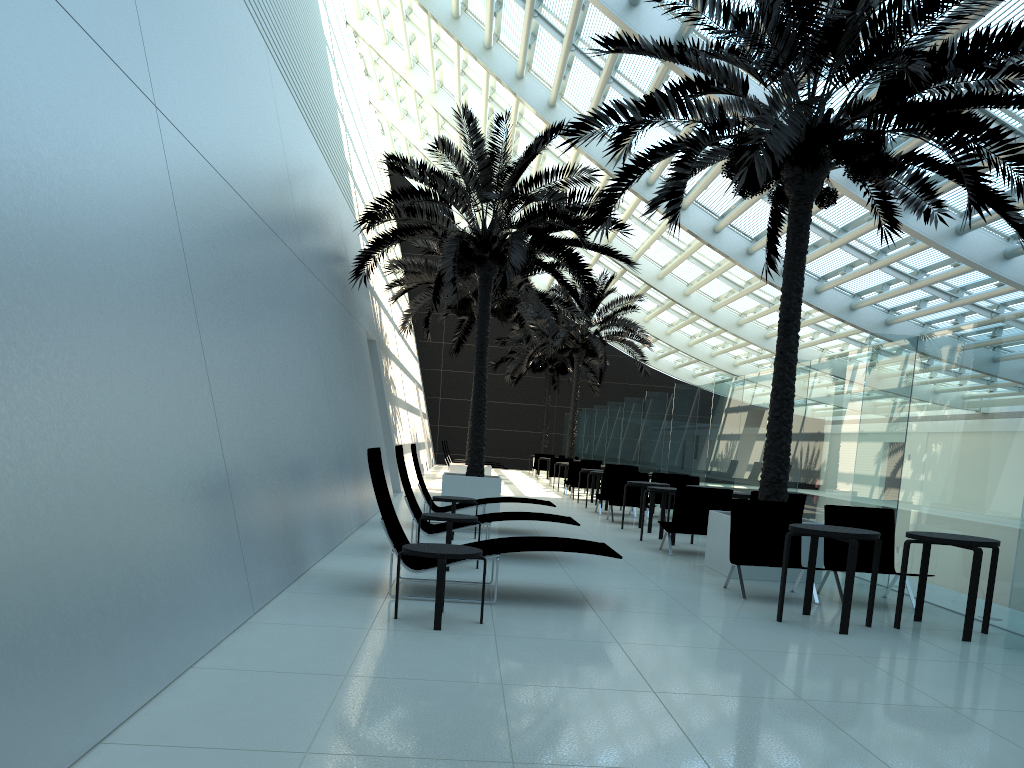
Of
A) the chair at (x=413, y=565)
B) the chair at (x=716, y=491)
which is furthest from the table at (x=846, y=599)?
the chair at (x=716, y=491)

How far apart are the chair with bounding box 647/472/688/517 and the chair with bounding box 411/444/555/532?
5.4m

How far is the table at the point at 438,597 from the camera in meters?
5.6 m

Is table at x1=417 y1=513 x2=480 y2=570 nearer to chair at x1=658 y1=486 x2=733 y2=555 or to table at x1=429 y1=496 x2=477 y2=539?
table at x1=429 y1=496 x2=477 y2=539

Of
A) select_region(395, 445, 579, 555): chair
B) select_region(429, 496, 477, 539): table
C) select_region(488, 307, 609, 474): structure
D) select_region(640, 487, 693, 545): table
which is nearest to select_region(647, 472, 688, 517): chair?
select_region(640, 487, 693, 545): table

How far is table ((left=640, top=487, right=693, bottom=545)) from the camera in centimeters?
1201cm

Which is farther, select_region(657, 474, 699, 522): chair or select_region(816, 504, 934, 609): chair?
select_region(657, 474, 699, 522): chair

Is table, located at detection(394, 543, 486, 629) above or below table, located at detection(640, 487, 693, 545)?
below

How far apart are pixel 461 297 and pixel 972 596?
14.41m

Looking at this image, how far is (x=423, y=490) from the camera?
11.94m
